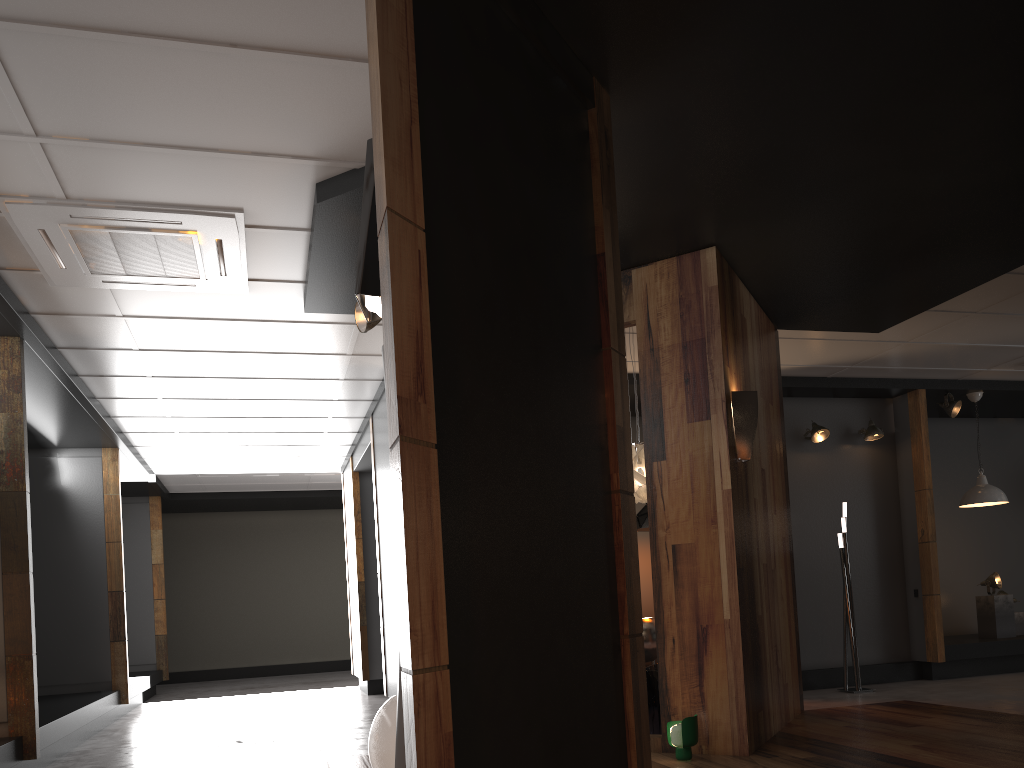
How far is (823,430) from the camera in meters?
8.5 m

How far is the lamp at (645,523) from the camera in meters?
8.1

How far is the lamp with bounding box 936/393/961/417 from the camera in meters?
8.8 m

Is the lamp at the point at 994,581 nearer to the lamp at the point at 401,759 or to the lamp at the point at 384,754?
the lamp at the point at 384,754

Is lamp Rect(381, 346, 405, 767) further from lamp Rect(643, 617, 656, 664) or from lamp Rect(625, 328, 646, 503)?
lamp Rect(643, 617, 656, 664)

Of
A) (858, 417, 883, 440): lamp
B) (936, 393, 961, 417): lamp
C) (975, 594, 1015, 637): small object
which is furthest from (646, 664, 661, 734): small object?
(975, 594, 1015, 637): small object

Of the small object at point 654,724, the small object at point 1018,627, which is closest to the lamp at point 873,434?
the small object at point 1018,627

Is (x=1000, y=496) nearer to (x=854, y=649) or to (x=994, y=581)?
(x=994, y=581)

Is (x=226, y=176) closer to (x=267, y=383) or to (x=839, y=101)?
(x=839, y=101)

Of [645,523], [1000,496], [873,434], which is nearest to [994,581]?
[1000,496]
